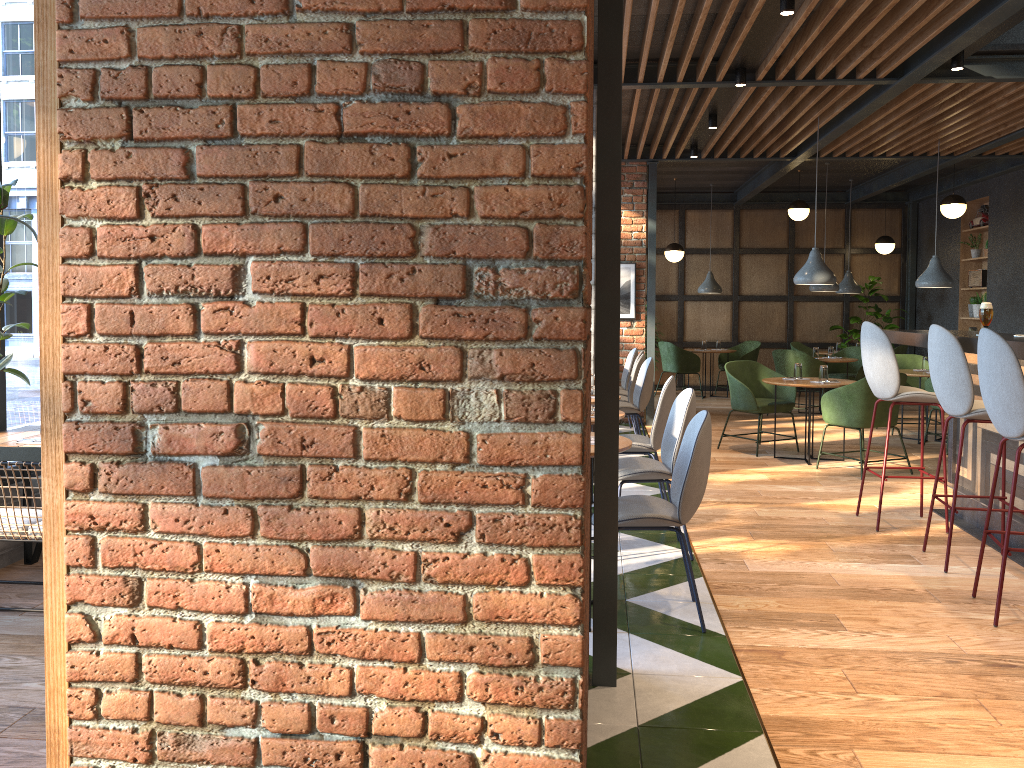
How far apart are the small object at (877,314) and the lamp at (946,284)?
4.2 meters

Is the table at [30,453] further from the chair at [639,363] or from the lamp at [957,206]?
the lamp at [957,206]

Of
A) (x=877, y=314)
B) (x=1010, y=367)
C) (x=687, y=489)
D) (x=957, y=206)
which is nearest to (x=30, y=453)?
(x=687, y=489)

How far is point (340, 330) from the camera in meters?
1.7 m

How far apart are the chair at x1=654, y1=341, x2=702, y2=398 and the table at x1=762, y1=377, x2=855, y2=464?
4.8m

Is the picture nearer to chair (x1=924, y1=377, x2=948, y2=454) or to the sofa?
chair (x1=924, y1=377, x2=948, y2=454)

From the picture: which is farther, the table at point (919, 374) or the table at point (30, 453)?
the table at point (919, 374)

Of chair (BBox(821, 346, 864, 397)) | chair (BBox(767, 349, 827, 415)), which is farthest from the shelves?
chair (BBox(767, 349, 827, 415))

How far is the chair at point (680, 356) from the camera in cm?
1253

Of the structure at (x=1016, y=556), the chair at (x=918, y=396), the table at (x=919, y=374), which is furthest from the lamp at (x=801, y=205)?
the chair at (x=918, y=396)
